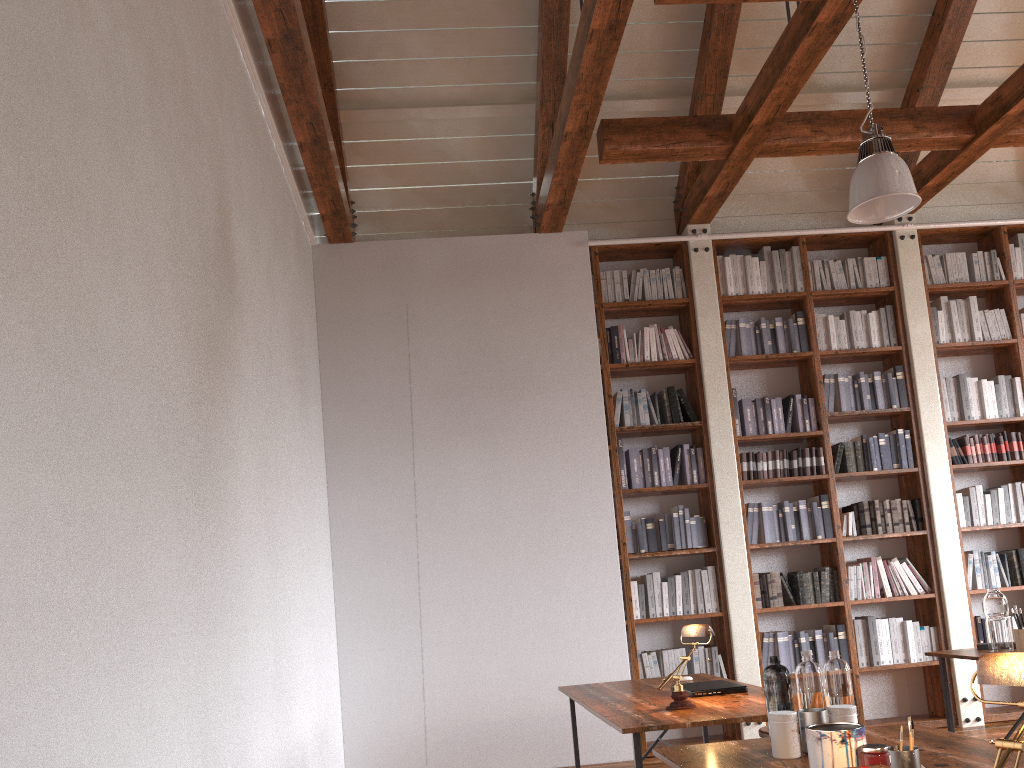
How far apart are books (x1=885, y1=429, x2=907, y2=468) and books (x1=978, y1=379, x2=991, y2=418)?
0.7 meters

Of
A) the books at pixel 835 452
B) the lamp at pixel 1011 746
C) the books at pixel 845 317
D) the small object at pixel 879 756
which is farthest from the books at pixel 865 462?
the lamp at pixel 1011 746

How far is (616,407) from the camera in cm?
602

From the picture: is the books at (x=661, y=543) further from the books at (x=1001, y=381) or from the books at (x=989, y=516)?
the books at (x=1001, y=381)

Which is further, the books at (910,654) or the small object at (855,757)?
the books at (910,654)

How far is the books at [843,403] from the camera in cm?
616

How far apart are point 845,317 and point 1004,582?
2.1 meters

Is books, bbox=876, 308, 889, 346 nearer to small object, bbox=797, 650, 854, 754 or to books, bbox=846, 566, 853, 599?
books, bbox=846, 566, 853, 599

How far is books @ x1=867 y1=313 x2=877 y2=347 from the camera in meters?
6.3

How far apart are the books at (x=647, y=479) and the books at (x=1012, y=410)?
2.66m
